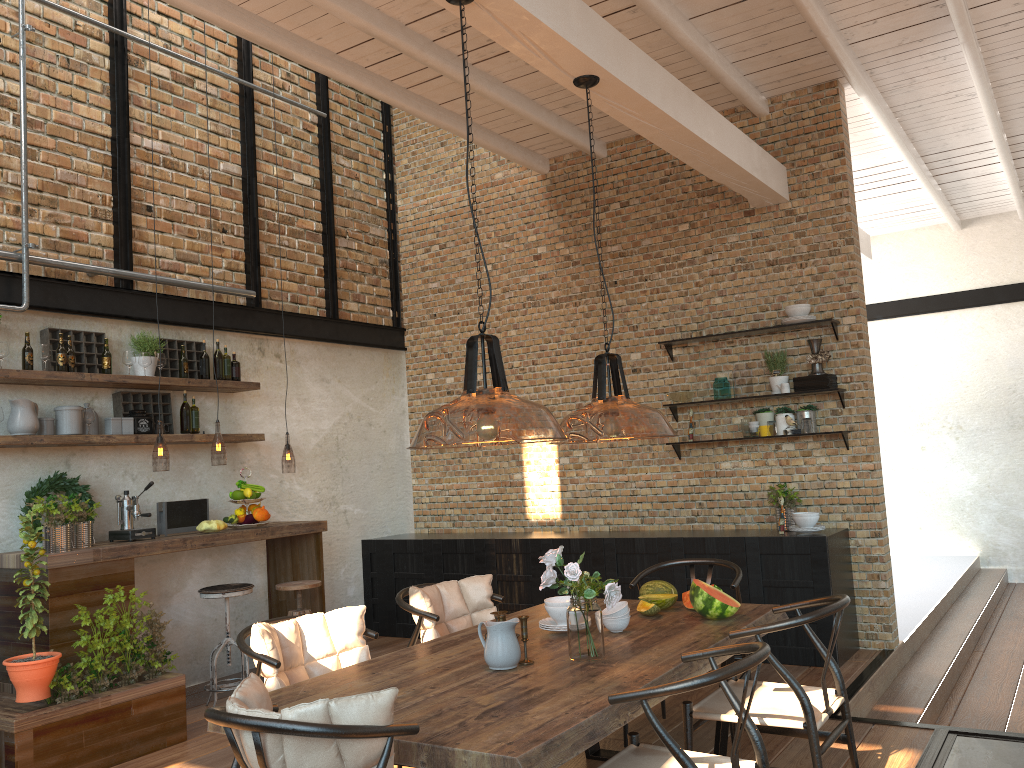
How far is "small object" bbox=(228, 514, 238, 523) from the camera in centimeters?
613cm

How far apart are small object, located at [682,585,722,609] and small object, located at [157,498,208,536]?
3.50m

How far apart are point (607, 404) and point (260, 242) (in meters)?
3.75

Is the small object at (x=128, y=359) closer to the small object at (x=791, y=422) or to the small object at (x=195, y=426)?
the small object at (x=195, y=426)

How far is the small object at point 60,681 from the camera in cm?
461

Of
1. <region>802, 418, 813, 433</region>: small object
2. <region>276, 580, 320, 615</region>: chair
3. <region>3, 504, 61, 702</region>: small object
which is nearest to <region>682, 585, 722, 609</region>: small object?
<region>802, 418, 813, 433</region>: small object

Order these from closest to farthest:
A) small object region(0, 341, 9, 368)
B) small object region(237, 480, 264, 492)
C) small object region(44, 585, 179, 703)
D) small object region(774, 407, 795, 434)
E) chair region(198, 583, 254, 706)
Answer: small object region(44, 585, 179, 703), small object region(0, 341, 9, 368), chair region(198, 583, 254, 706), small object region(237, 480, 264, 492), small object region(774, 407, 795, 434)

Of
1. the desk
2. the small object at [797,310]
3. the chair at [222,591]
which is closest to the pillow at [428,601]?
the desk

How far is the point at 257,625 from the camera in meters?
3.4 m

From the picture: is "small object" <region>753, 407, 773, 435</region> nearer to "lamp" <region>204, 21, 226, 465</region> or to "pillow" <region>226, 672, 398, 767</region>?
"lamp" <region>204, 21, 226, 465</region>
